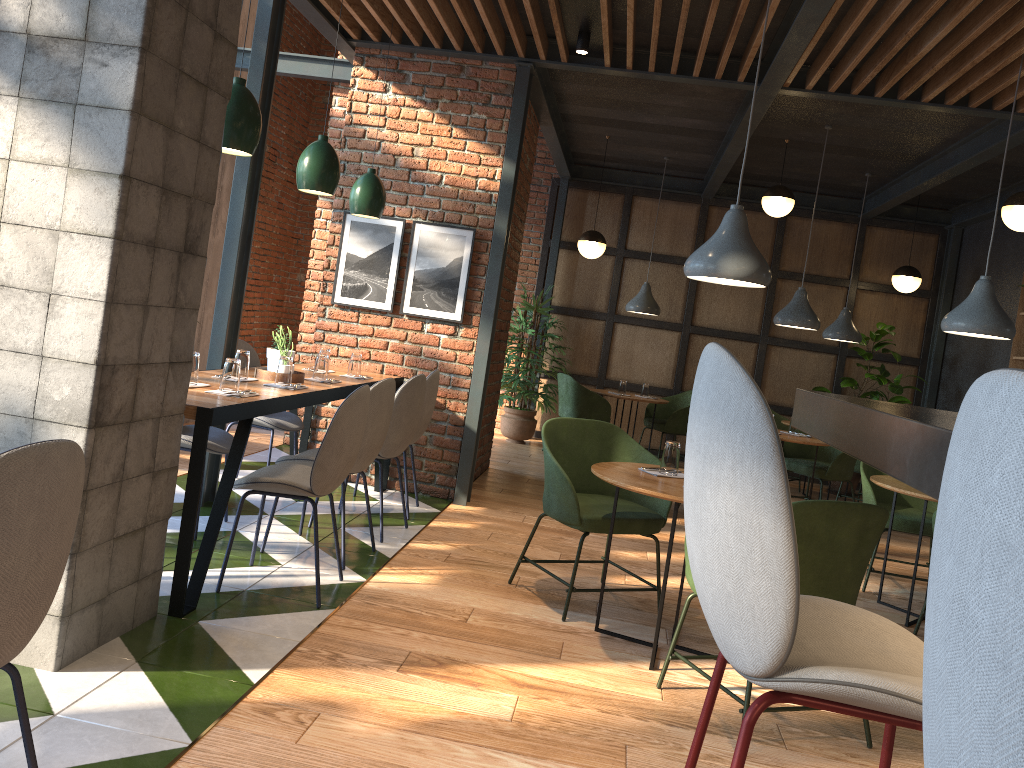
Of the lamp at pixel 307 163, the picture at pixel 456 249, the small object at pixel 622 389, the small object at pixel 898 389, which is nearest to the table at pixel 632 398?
the small object at pixel 622 389

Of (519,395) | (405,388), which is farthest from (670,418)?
(405,388)

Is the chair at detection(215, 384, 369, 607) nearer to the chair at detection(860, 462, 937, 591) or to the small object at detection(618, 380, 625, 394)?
the chair at detection(860, 462, 937, 591)

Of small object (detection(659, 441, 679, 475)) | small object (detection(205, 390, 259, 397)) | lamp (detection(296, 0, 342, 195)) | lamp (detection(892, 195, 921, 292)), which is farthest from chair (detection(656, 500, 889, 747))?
lamp (detection(892, 195, 921, 292))

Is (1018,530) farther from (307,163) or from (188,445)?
(307,163)

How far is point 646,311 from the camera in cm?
870

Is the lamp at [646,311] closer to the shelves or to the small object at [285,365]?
the shelves

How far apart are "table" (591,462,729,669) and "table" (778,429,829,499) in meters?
3.0 m

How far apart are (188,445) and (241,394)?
0.7 meters

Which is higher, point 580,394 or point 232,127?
point 232,127
